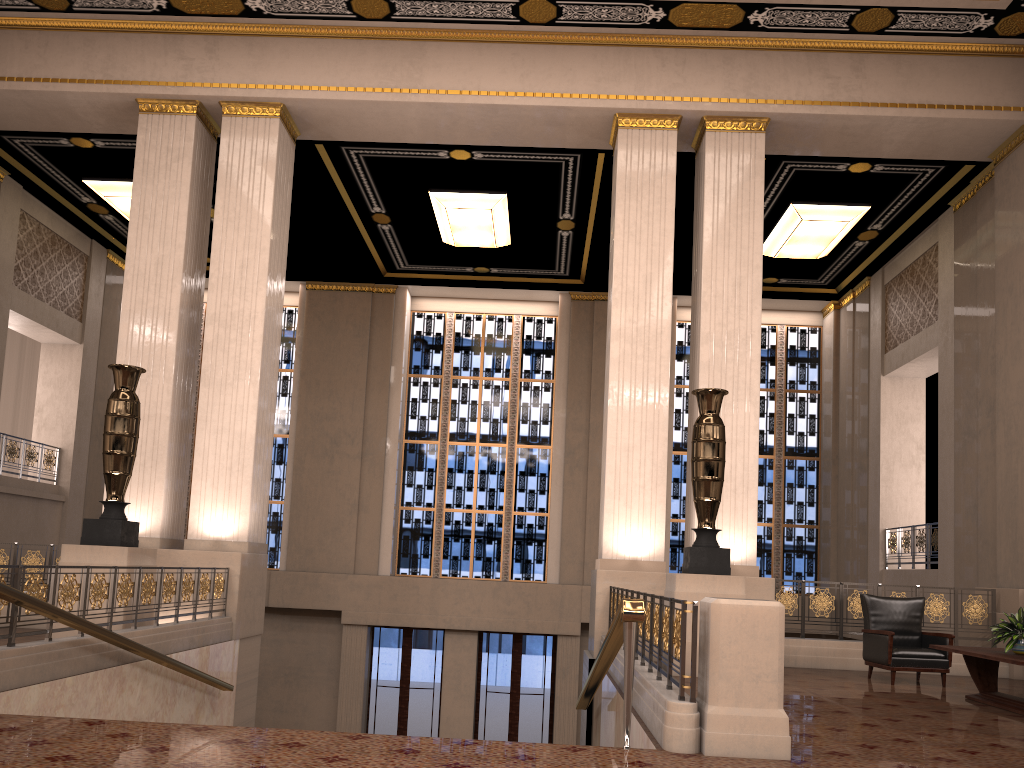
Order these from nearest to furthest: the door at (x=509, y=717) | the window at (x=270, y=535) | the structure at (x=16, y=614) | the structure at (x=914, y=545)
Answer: the structure at (x=16, y=614), the structure at (x=914, y=545), the door at (x=509, y=717), the window at (x=270, y=535)

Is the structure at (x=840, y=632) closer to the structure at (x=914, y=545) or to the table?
the table

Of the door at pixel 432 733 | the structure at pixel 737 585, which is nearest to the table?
the structure at pixel 737 585

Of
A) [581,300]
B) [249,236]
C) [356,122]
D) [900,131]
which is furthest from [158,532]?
[900,131]

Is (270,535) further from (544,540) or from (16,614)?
(16,614)

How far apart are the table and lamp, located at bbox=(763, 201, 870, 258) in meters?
7.7

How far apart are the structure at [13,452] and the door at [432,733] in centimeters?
639cm

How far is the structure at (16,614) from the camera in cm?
571

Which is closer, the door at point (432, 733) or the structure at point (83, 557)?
the structure at point (83, 557)

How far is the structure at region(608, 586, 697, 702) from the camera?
4.7 meters
